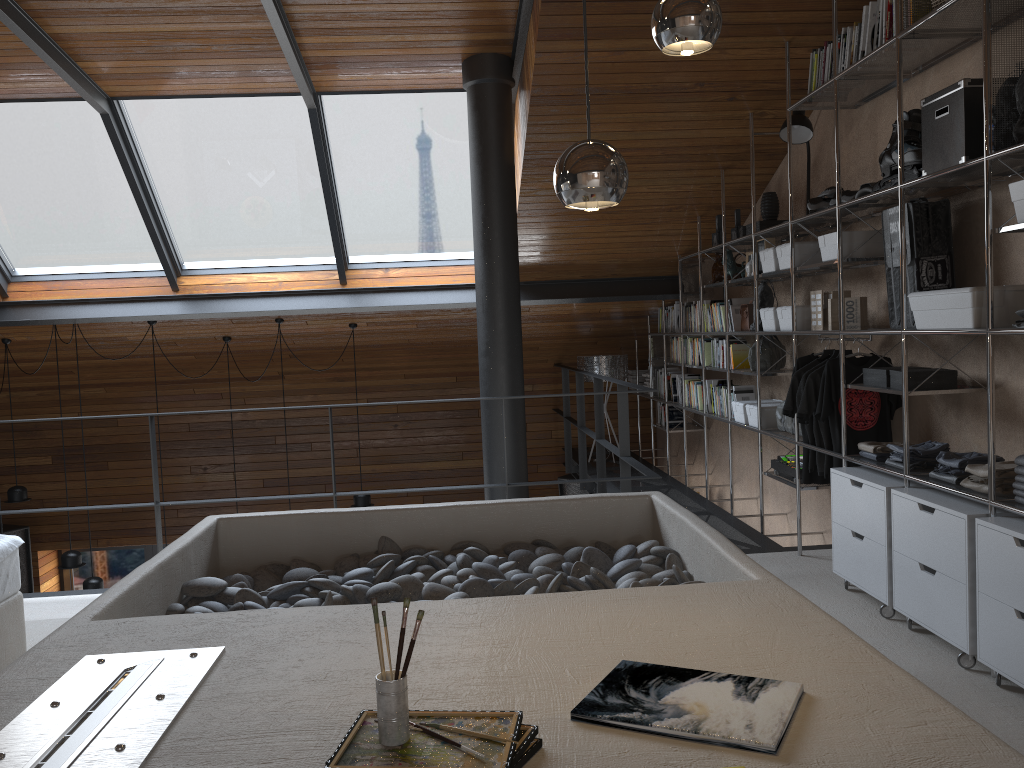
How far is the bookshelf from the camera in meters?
2.9 m

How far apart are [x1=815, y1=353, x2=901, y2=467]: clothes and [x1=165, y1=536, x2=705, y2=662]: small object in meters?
1.3

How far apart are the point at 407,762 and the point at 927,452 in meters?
3.0 m

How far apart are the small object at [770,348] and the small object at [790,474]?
0.6 meters

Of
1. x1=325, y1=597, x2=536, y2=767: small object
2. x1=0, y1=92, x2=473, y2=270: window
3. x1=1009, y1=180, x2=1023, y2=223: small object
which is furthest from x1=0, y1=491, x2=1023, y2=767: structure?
x1=0, y1=92, x2=473, y2=270: window

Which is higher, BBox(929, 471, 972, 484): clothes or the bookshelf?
the bookshelf

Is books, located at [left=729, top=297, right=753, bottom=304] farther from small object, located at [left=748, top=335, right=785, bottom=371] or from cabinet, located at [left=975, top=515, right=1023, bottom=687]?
cabinet, located at [left=975, top=515, right=1023, bottom=687]

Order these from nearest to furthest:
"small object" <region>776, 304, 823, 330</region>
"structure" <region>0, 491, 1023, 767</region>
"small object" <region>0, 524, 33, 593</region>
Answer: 1. "structure" <region>0, 491, 1023, 767</region>
2. "small object" <region>776, 304, 823, 330</region>
3. "small object" <region>0, 524, 33, 593</region>

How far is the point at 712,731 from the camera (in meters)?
1.43

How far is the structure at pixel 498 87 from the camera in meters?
5.4 m
